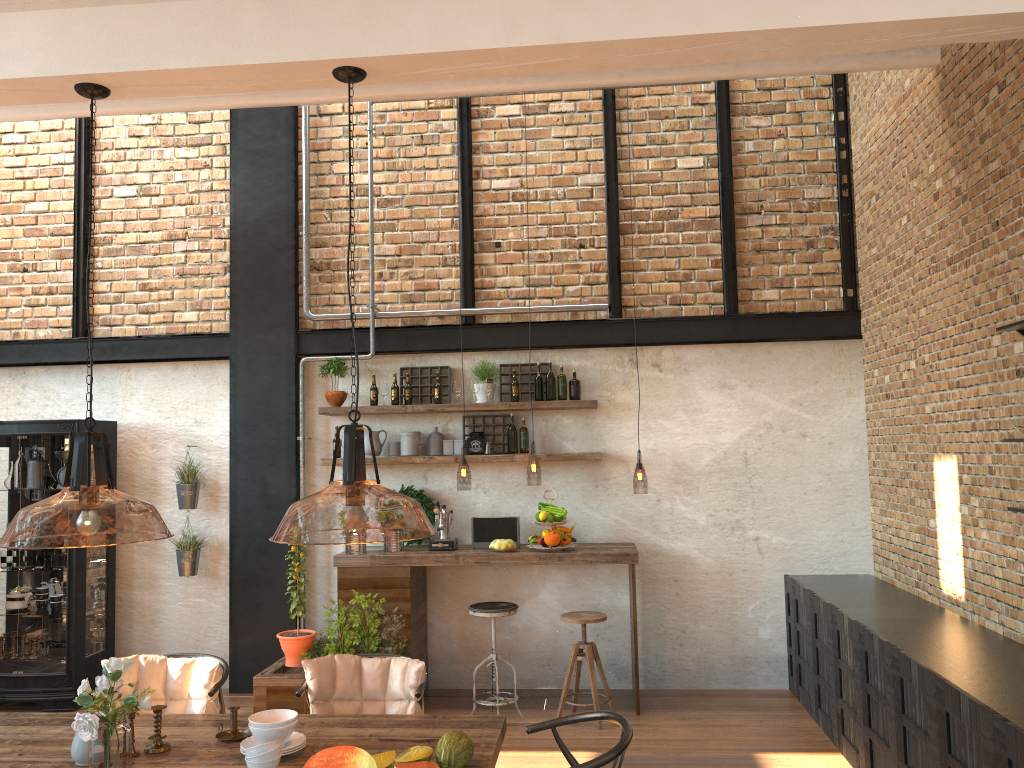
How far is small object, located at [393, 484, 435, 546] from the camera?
6.8 meters

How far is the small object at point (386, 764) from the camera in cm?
307

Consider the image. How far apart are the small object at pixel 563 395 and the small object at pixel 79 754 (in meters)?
4.11

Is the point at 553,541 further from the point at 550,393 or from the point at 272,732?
the point at 272,732

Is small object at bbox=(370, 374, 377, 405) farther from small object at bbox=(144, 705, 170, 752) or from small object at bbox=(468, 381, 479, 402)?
small object at bbox=(144, 705, 170, 752)

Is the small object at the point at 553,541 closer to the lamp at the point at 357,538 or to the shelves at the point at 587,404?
the shelves at the point at 587,404

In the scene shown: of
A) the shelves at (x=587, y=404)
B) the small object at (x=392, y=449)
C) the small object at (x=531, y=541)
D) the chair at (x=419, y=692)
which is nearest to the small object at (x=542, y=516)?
the small object at (x=531, y=541)

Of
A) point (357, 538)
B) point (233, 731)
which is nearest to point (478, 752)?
point (233, 731)

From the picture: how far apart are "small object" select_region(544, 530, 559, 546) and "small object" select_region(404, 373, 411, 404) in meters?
1.5

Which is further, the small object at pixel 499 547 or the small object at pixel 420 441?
the small object at pixel 420 441
